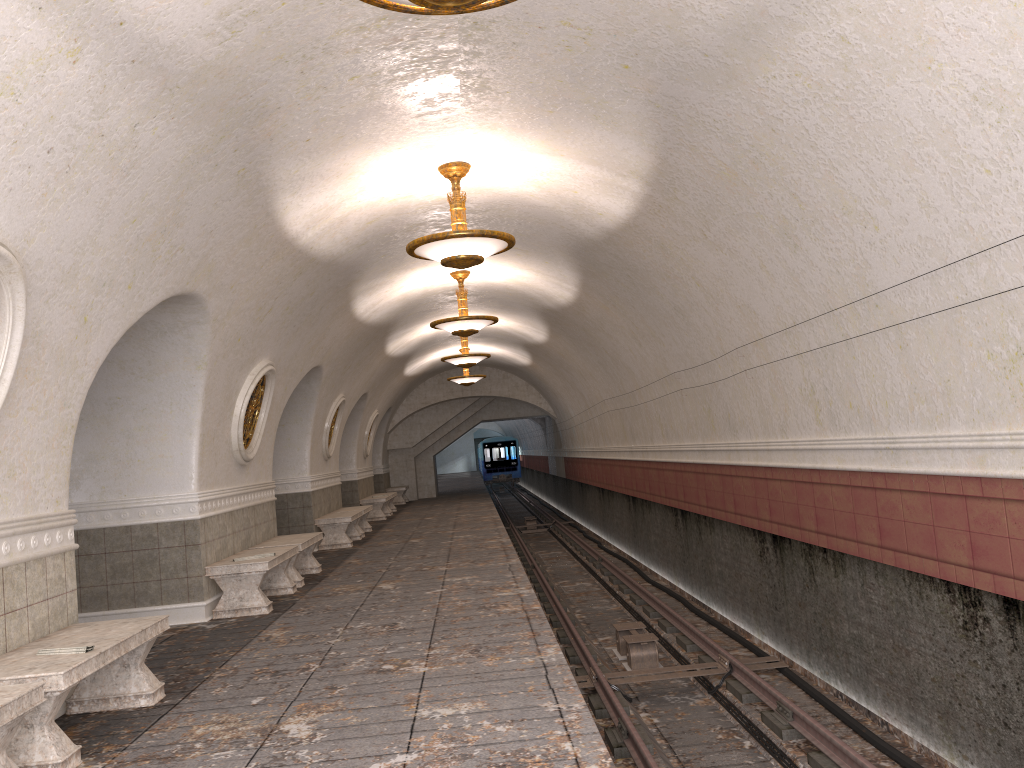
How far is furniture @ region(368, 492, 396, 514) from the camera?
23.4 meters

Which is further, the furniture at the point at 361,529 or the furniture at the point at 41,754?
the furniture at the point at 361,529

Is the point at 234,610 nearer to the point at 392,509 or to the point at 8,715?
the point at 8,715

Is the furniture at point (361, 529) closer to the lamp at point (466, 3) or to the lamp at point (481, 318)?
the lamp at point (481, 318)

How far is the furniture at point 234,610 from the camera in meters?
8.5

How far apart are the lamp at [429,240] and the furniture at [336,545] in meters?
7.3 m

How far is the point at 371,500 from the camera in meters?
20.5

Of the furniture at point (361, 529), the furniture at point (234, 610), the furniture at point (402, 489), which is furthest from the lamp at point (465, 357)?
the furniture at point (402, 489)

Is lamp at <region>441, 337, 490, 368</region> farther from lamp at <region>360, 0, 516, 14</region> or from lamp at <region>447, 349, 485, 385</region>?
lamp at <region>360, 0, 516, 14</region>

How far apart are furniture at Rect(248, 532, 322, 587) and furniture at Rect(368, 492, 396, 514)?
11.9m
